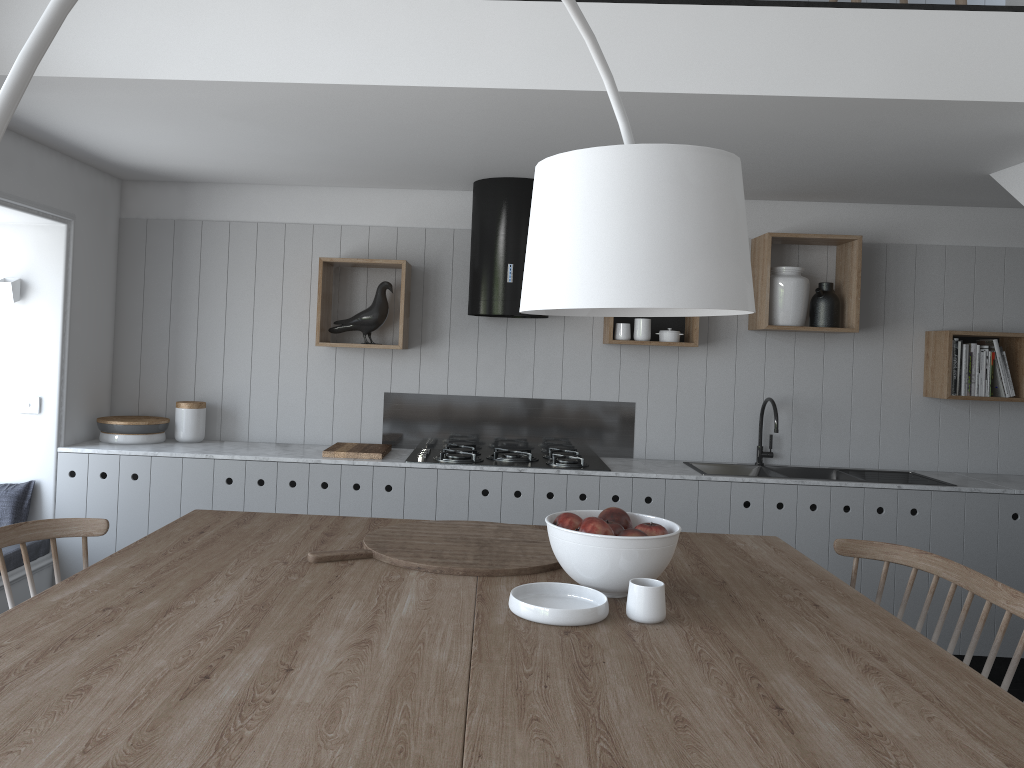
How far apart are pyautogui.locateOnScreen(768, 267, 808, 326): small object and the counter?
0.9 meters

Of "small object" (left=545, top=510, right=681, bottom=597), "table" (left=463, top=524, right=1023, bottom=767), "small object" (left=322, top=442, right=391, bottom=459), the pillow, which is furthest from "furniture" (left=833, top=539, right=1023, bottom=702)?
the pillow

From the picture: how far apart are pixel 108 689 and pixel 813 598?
1.6m

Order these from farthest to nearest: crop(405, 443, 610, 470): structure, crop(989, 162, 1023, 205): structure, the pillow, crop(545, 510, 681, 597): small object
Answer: crop(405, 443, 610, 470): structure → the pillow → crop(989, 162, 1023, 205): structure → crop(545, 510, 681, 597): small object

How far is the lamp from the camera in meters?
1.5

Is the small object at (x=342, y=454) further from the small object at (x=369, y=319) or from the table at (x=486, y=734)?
the table at (x=486, y=734)

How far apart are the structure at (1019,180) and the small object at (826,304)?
0.94m

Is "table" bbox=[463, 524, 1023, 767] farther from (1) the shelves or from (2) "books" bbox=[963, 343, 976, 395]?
(2) "books" bbox=[963, 343, 976, 395]

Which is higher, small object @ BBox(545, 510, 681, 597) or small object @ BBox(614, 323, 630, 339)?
small object @ BBox(614, 323, 630, 339)

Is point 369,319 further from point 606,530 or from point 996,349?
point 996,349
